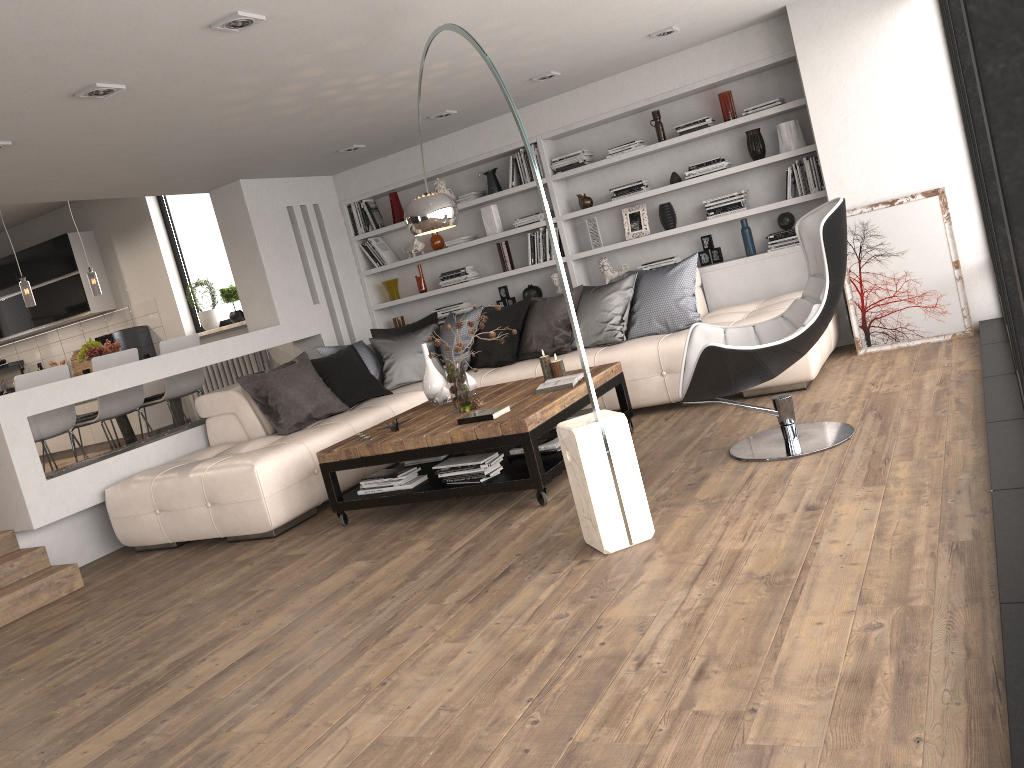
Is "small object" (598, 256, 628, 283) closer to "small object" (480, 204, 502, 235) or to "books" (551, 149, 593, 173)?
"books" (551, 149, 593, 173)

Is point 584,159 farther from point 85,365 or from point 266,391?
point 85,365

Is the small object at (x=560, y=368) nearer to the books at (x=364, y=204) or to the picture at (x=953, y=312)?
the picture at (x=953, y=312)

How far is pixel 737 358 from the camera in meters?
4.0 m

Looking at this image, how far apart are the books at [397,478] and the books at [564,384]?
0.8 meters

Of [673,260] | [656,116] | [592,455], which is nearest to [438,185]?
[656,116]

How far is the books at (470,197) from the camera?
7.76m

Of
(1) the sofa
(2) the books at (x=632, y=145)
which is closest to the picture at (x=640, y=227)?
(2) the books at (x=632, y=145)

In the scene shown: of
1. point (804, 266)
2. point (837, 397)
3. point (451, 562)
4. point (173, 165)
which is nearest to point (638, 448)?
point (837, 397)

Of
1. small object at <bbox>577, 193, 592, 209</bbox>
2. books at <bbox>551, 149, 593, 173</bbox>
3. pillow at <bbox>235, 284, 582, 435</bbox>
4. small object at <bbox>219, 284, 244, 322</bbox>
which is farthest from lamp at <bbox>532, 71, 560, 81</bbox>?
small object at <bbox>219, 284, 244, 322</bbox>
